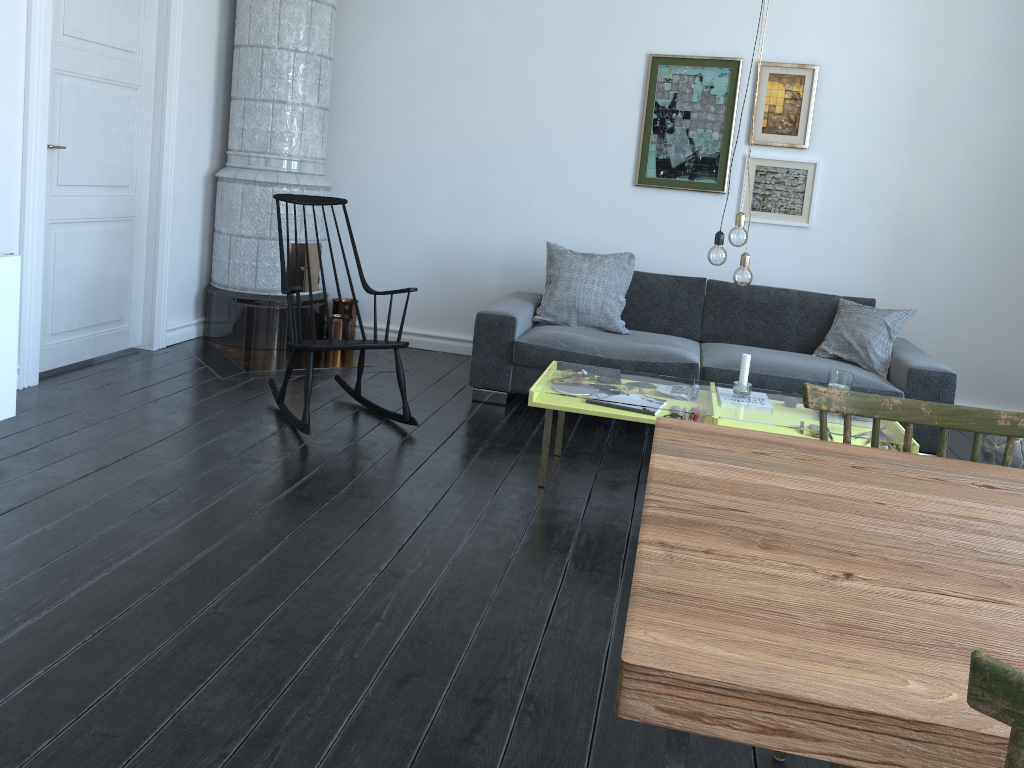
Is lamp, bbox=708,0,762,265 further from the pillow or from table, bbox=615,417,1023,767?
table, bbox=615,417,1023,767

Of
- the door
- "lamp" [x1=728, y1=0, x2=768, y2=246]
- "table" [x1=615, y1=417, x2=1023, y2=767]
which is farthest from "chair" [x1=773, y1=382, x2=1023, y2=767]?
the door

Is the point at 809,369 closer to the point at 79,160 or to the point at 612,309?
the point at 612,309

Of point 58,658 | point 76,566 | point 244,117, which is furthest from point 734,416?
point 58,658

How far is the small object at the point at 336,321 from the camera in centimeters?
559cm

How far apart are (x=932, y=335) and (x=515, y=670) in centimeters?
405cm

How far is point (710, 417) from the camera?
3.42m

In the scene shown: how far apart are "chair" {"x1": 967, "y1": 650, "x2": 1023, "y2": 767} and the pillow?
4.1 meters

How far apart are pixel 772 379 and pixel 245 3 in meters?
3.7 m

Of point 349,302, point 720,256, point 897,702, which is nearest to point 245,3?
point 349,302
